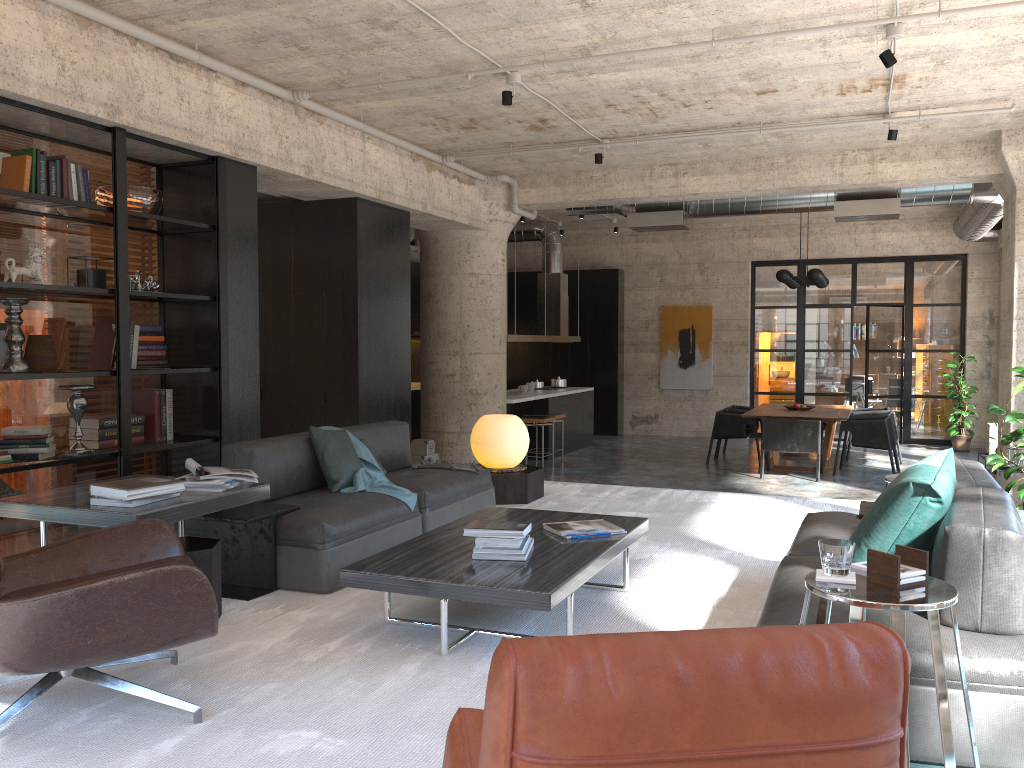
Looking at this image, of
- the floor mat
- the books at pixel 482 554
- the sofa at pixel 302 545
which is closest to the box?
the floor mat

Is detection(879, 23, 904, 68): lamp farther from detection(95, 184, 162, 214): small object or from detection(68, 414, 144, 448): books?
detection(68, 414, 144, 448): books

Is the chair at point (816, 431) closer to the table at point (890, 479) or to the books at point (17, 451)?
the table at point (890, 479)

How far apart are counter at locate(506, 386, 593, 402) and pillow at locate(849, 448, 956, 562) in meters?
8.4 m

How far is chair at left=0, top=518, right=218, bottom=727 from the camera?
2.6 meters

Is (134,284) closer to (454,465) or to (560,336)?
(454,465)

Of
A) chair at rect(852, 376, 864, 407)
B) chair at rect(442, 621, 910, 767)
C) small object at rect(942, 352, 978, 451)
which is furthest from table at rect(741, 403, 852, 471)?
chair at rect(442, 621, 910, 767)

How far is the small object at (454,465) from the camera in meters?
5.8 m

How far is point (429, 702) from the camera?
3.0m

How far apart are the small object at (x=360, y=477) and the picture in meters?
11.2
